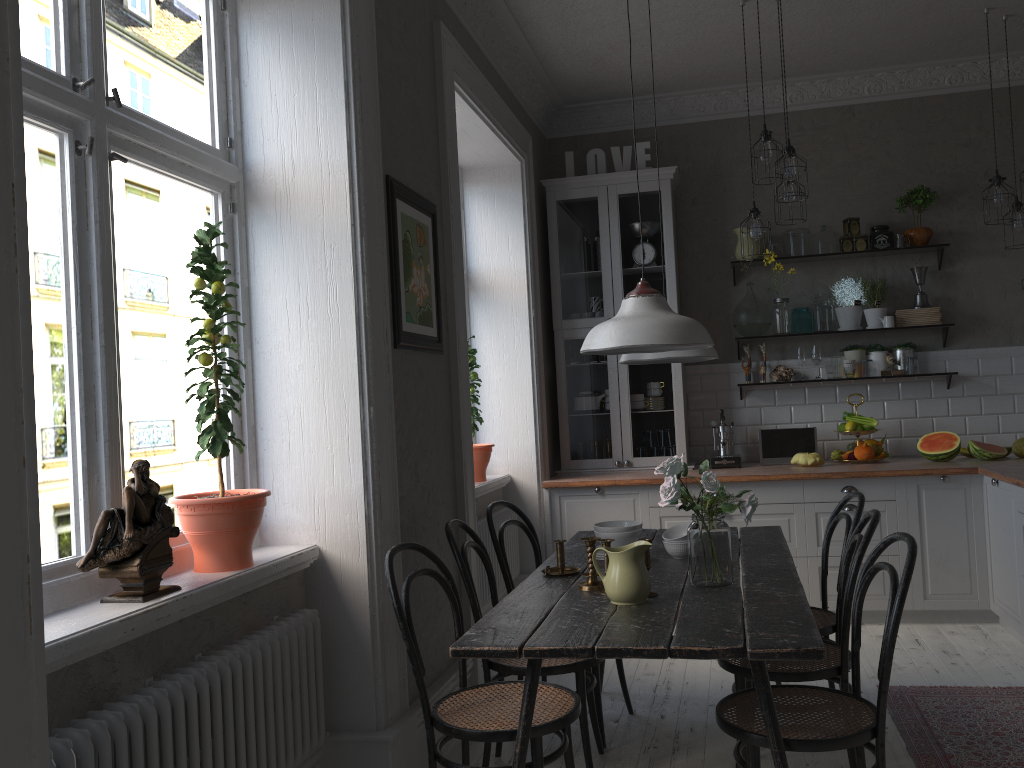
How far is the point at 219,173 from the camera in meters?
2.8 m

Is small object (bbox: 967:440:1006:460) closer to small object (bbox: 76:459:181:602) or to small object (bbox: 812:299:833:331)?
small object (bbox: 812:299:833:331)

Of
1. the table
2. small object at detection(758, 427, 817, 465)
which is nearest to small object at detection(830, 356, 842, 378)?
small object at detection(758, 427, 817, 465)

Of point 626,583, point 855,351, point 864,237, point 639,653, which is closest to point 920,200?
point 864,237

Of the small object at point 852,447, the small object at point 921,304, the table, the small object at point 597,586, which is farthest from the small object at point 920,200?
the small object at point 597,586

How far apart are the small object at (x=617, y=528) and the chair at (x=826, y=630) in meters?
0.7 m

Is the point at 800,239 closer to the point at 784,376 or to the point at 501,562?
the point at 784,376

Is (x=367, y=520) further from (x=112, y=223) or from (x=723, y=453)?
(x=723, y=453)

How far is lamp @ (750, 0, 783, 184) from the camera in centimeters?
420cm

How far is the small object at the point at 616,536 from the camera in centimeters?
315cm
